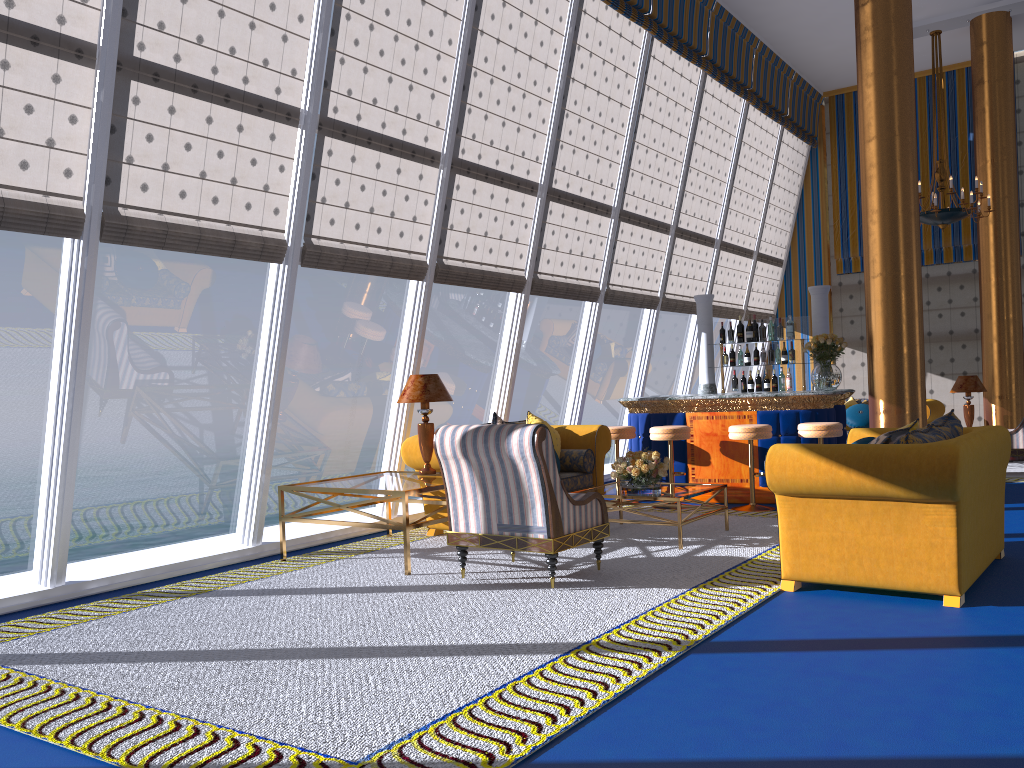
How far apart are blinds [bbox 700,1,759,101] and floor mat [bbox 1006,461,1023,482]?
5.8 meters

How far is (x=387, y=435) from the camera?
6.2 meters

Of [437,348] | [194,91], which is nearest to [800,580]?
[194,91]

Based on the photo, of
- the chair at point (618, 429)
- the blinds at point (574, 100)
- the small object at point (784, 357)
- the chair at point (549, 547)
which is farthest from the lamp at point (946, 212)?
the chair at point (549, 547)

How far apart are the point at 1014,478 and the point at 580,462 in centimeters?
523cm

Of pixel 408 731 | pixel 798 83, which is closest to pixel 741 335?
pixel 798 83

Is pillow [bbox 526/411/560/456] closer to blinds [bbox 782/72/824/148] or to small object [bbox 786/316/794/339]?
small object [bbox 786/316/794/339]

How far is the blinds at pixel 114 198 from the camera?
5.3 meters

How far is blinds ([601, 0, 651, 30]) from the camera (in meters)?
9.06

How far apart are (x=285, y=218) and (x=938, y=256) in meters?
10.9
